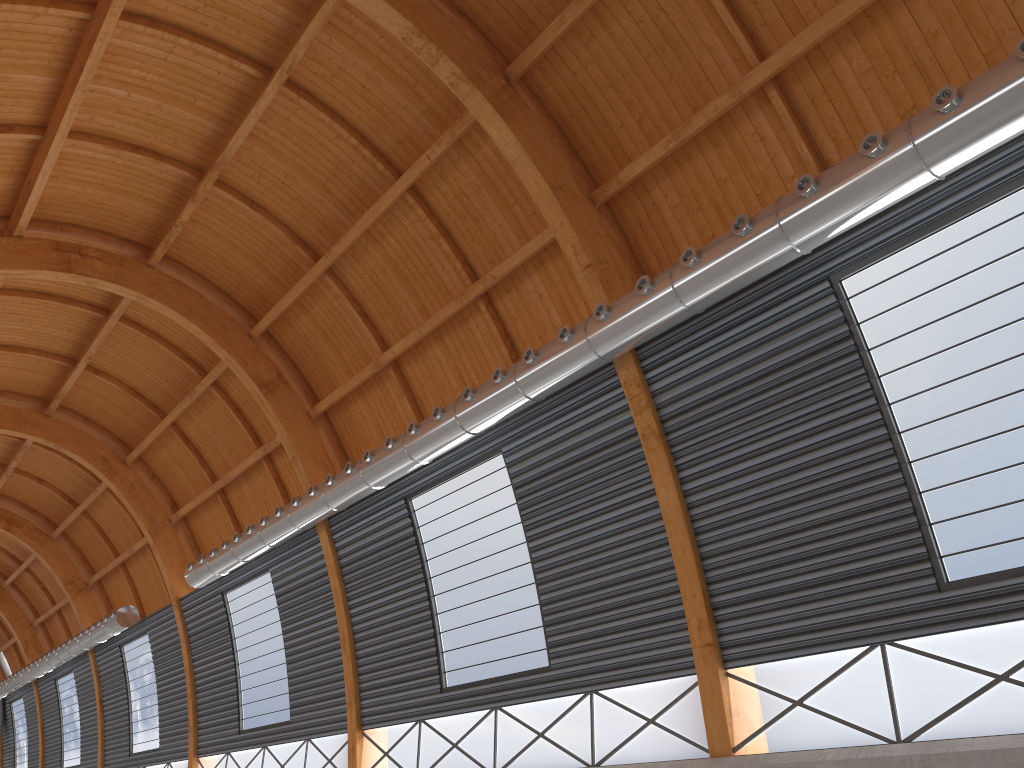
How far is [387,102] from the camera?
25.9 meters

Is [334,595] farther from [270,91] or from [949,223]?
[949,223]
